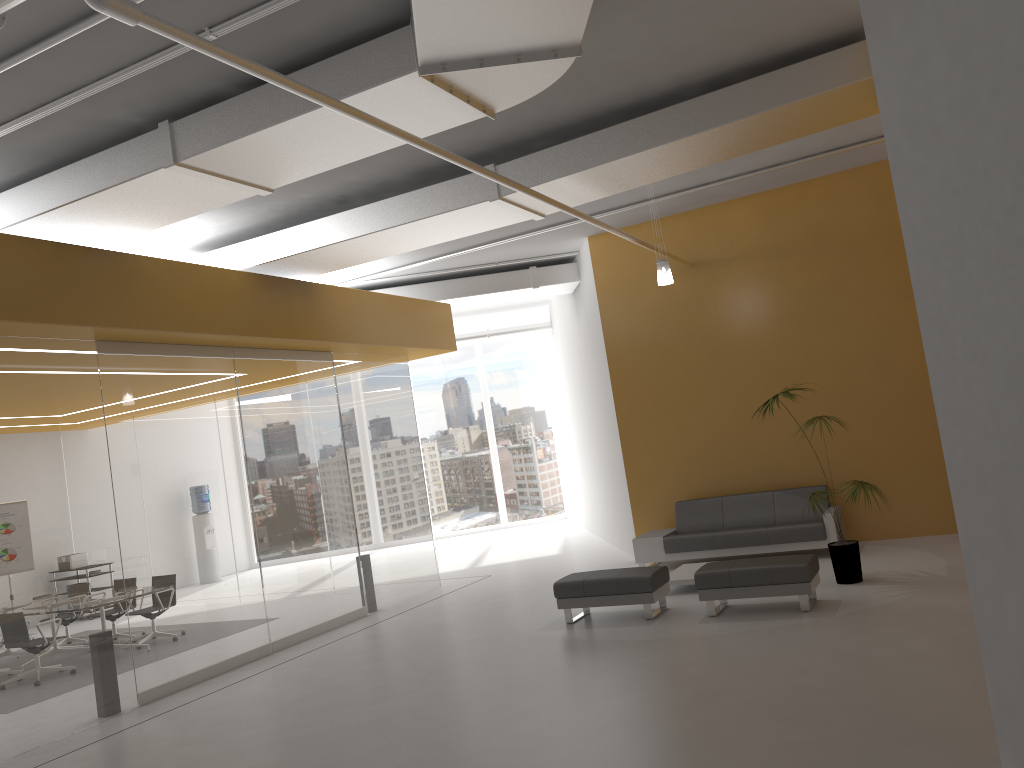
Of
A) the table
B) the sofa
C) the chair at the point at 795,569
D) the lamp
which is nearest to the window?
the sofa

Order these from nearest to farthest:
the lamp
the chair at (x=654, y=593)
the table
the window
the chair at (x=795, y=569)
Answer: the chair at (x=795, y=569), the chair at (x=654, y=593), the table, the lamp, the window

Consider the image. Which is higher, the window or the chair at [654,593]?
the window

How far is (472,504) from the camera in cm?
1995

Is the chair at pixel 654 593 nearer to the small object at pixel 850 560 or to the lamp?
the small object at pixel 850 560

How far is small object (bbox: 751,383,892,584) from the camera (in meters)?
8.40

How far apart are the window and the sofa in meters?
8.8 m

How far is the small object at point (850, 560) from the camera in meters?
8.4 m

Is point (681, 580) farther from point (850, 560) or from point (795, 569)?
point (795, 569)

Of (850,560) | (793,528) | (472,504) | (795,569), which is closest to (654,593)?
(795,569)
